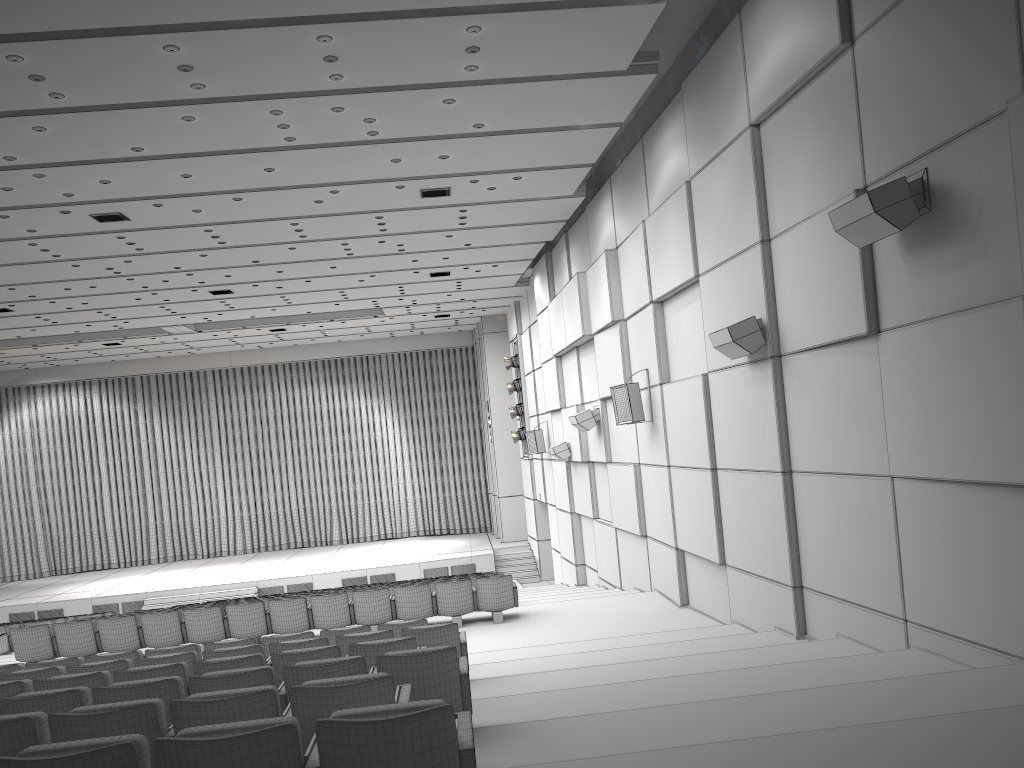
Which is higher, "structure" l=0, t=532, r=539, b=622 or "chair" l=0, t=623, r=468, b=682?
"chair" l=0, t=623, r=468, b=682

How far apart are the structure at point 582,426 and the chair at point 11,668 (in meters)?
7.04

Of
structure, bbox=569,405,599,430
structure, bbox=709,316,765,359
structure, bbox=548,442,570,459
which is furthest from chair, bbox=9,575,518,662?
structure, bbox=548,442,570,459

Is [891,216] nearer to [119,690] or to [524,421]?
[119,690]

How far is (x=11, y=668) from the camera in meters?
8.2 m

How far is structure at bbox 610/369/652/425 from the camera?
12.05m

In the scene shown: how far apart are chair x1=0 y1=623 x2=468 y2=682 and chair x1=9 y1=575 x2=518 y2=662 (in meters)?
3.91

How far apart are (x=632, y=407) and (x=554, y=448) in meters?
5.6

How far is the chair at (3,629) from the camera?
14.4m

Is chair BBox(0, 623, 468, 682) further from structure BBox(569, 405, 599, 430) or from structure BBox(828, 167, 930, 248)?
structure BBox(569, 405, 599, 430)
